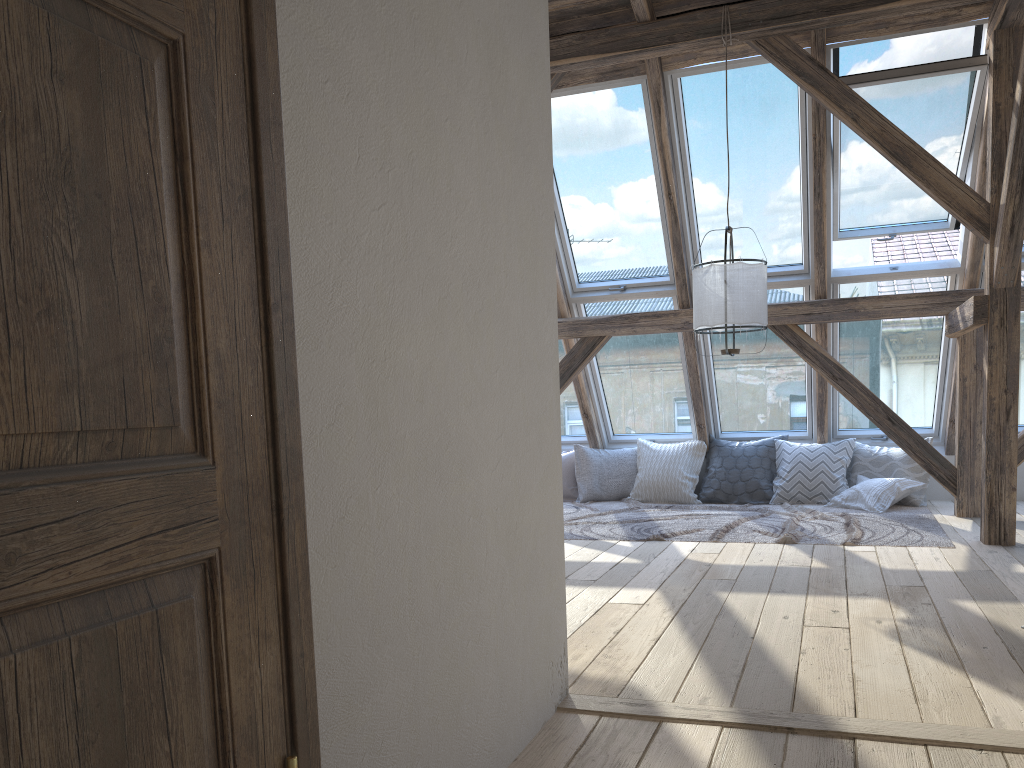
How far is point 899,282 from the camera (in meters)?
6.11

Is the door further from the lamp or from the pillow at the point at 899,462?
the pillow at the point at 899,462

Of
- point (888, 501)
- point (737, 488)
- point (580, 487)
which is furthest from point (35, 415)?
point (580, 487)

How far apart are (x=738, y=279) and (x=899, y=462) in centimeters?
252cm

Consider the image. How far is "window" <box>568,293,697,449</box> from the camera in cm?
688

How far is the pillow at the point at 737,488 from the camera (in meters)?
6.81

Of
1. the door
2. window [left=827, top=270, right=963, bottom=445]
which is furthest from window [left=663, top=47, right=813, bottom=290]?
the door

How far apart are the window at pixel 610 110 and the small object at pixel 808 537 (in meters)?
1.61

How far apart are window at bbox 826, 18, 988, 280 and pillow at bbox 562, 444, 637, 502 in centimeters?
222cm

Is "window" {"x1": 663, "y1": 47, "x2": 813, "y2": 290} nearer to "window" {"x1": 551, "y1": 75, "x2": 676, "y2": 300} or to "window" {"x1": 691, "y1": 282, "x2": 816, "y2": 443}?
"window" {"x1": 691, "y1": 282, "x2": 816, "y2": 443}
